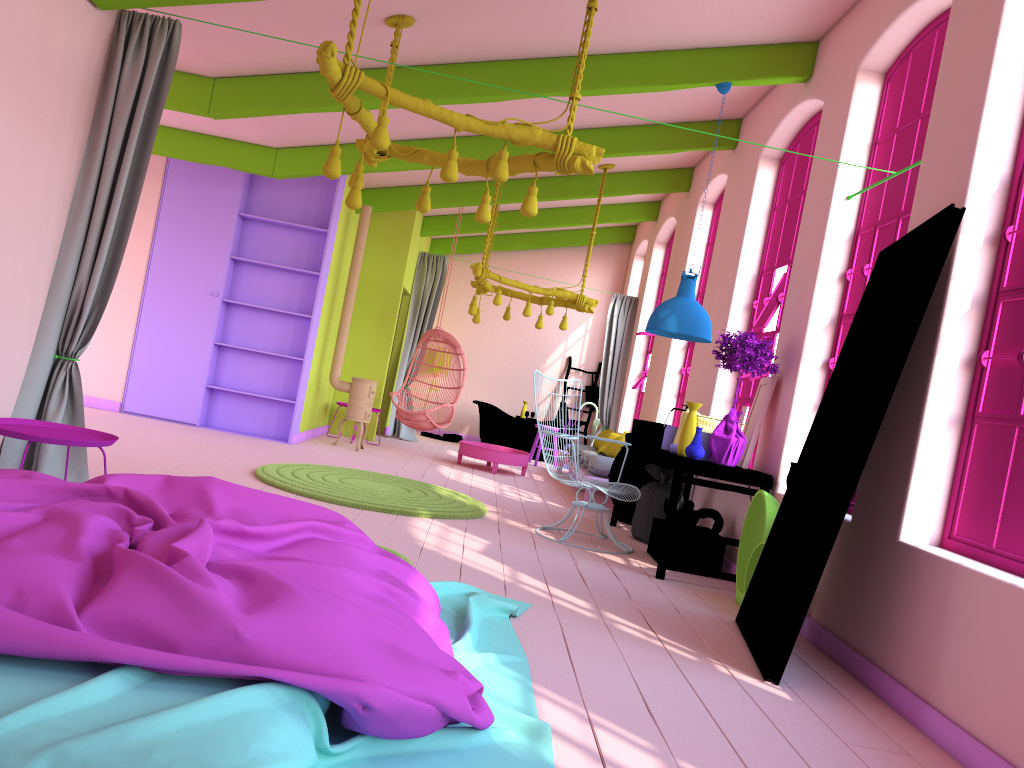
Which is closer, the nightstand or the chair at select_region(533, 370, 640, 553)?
the nightstand

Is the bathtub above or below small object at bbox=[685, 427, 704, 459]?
below

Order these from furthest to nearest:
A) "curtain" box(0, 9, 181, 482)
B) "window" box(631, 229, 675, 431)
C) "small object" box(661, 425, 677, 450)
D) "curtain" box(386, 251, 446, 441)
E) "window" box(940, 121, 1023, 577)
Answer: "curtain" box(386, 251, 446, 441), "window" box(631, 229, 675, 431), "small object" box(661, 425, 677, 450), "curtain" box(0, 9, 181, 482), "window" box(940, 121, 1023, 577)

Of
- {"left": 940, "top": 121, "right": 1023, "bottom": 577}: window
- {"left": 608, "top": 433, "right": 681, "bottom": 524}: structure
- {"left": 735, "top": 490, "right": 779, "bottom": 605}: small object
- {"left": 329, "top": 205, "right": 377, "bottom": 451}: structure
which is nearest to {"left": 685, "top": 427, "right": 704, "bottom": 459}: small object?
{"left": 735, "top": 490, "right": 779, "bottom": 605}: small object

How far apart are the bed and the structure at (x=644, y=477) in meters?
3.8 m

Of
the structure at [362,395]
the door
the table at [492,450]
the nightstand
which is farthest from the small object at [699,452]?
the structure at [362,395]

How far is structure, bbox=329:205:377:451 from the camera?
10.2m

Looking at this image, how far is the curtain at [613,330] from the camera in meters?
13.2

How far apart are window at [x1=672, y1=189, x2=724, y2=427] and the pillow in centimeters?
65cm

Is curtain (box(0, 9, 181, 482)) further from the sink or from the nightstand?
the sink
